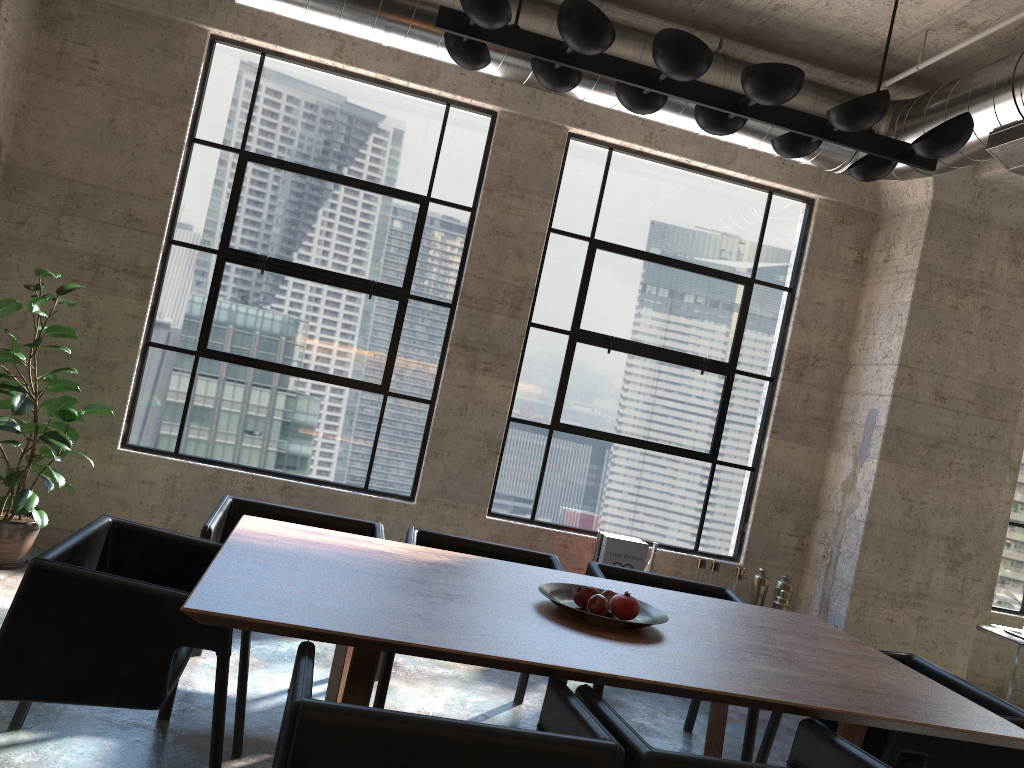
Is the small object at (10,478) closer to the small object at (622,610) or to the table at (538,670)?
the table at (538,670)

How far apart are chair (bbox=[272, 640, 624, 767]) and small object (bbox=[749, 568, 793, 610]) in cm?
349

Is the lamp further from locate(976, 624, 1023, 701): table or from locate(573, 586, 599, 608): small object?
locate(976, 624, 1023, 701): table

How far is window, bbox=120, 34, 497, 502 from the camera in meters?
5.3

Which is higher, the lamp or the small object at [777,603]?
the lamp

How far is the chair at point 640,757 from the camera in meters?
1.9 m

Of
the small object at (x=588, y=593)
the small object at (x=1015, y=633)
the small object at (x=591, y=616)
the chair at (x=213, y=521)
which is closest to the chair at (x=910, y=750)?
the small object at (x=591, y=616)

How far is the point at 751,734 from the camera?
3.60m

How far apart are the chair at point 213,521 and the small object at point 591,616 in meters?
1.0

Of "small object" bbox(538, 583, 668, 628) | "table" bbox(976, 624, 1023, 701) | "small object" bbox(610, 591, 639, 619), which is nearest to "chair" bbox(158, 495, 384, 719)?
"small object" bbox(538, 583, 668, 628)
